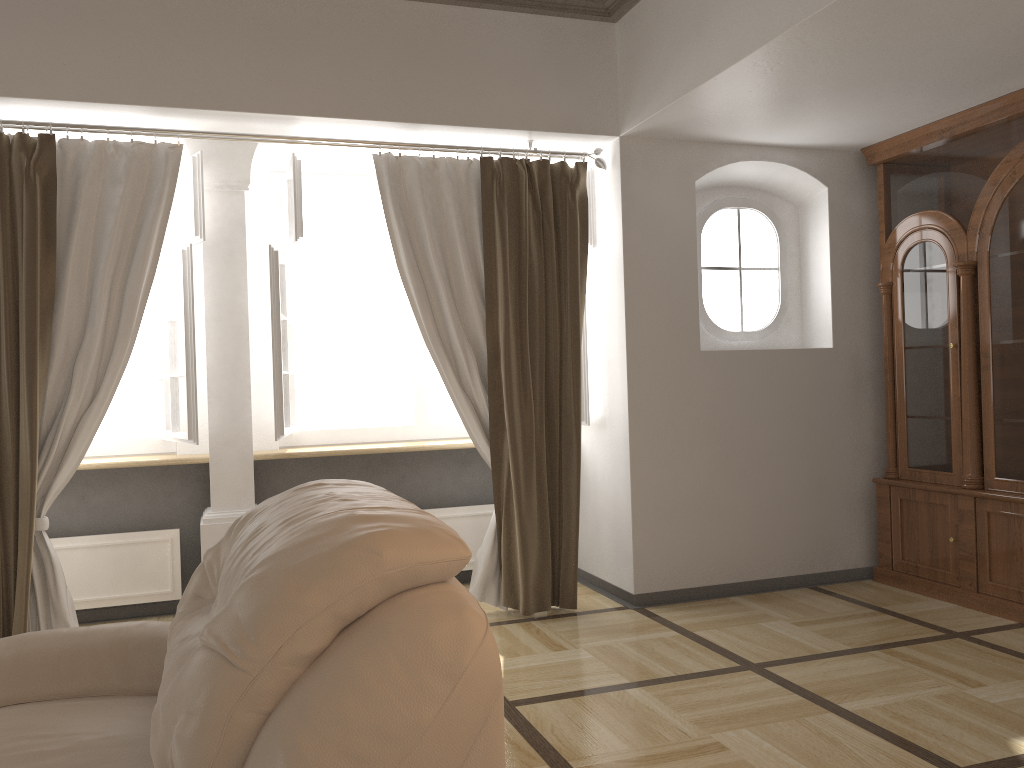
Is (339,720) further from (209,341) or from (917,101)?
(917,101)

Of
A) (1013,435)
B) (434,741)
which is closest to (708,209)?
(1013,435)

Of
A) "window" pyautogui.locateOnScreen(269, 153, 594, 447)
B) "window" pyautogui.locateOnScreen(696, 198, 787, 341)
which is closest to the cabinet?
"window" pyautogui.locateOnScreen(696, 198, 787, 341)

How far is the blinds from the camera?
3.6m

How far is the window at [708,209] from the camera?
4.7m

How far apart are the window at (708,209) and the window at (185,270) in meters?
2.5 m

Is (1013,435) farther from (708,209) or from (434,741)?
(434,741)

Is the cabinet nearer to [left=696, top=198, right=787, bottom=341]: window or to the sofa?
[left=696, top=198, right=787, bottom=341]: window

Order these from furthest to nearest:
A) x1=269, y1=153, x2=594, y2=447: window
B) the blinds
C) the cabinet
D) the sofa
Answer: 1. x1=269, y1=153, x2=594, y2=447: window
2. the cabinet
3. the blinds
4. the sofa

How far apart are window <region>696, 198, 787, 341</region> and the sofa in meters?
3.0 m
